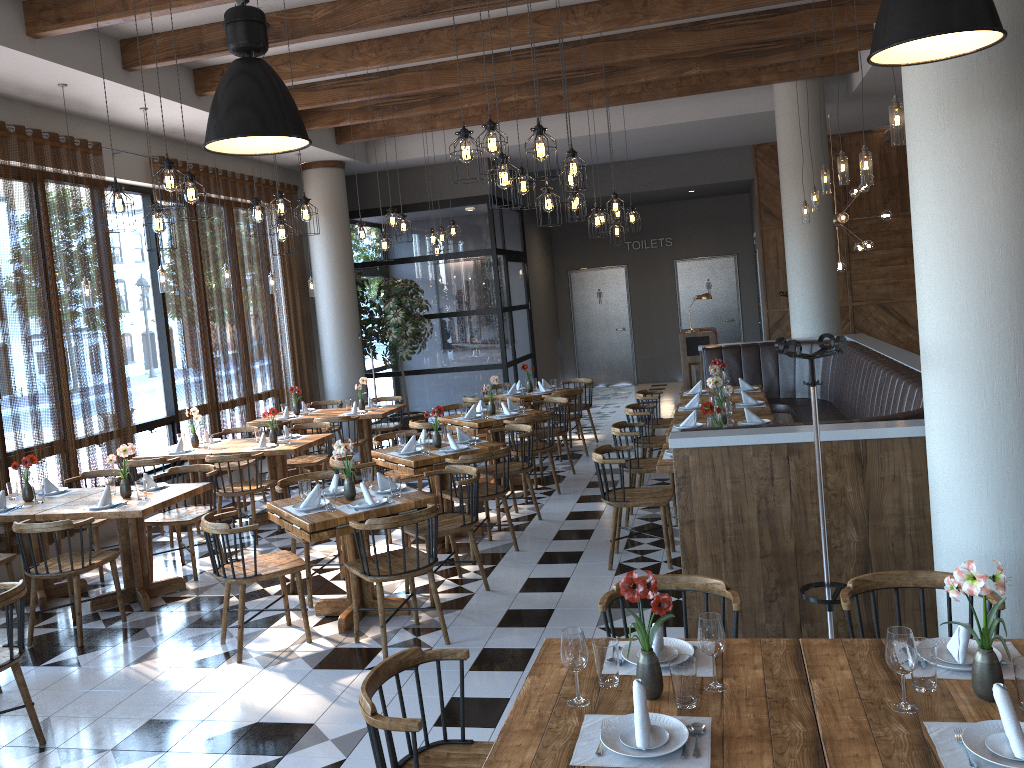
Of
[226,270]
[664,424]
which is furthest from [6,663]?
[664,424]

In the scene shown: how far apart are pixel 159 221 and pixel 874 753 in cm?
490

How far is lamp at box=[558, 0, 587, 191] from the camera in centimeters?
631cm

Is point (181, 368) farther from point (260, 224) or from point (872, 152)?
point (872, 152)

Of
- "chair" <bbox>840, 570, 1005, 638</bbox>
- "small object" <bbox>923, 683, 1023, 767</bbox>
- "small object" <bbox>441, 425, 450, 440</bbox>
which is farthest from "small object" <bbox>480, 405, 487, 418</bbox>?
"small object" <bbox>923, 683, 1023, 767</bbox>

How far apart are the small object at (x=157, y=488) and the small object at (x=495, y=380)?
3.5m

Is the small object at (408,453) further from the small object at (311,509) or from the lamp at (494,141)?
the lamp at (494,141)

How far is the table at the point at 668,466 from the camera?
5.9 meters

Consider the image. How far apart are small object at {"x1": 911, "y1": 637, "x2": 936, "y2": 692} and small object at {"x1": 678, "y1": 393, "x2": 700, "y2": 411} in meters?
5.9

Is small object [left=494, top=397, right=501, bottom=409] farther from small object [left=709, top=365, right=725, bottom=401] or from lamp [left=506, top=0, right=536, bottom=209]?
lamp [left=506, top=0, right=536, bottom=209]
